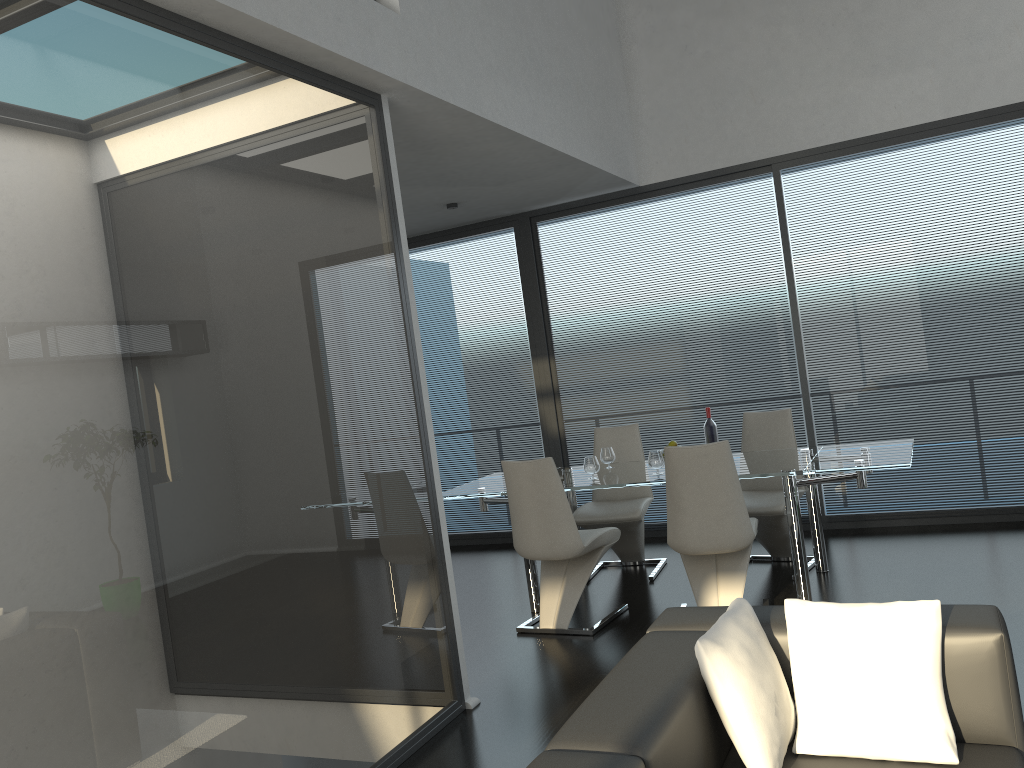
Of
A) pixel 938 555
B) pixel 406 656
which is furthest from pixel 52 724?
pixel 938 555

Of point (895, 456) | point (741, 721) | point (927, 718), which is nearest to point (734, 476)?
point (895, 456)

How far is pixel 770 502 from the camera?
5.21m

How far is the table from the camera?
4.5m

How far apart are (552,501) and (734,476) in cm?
96

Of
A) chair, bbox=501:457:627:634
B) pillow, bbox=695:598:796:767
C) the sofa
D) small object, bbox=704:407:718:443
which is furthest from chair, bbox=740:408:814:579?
pillow, bbox=695:598:796:767

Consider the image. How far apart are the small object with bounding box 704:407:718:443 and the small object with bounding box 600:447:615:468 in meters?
0.7 m

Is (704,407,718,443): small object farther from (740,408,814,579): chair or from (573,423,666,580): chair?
(573,423,666,580): chair

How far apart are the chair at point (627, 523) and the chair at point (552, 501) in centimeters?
51cm

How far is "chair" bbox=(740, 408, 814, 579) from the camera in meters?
5.2
